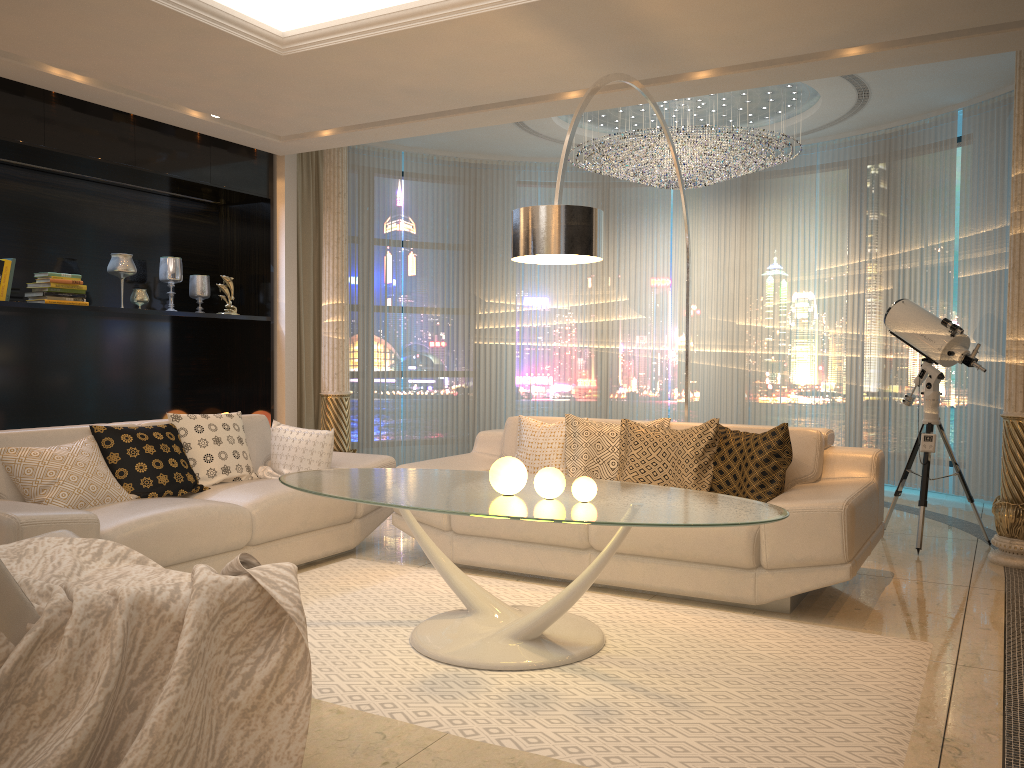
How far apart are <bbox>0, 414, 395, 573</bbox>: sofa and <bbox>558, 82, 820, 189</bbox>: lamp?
3.1m

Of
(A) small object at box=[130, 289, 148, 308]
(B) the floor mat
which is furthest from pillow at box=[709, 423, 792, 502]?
(A) small object at box=[130, 289, 148, 308]

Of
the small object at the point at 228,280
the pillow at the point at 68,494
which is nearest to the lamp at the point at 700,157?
the small object at the point at 228,280

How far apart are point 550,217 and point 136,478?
2.3 meters

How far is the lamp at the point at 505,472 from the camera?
3.2 meters

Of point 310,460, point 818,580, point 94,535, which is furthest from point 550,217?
point 94,535

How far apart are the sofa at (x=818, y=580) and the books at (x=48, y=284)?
2.5m

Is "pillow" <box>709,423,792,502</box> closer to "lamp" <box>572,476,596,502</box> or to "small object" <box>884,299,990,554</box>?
"lamp" <box>572,476,596,502</box>

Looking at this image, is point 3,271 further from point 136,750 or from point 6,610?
point 136,750

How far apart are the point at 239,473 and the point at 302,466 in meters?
0.3 m
